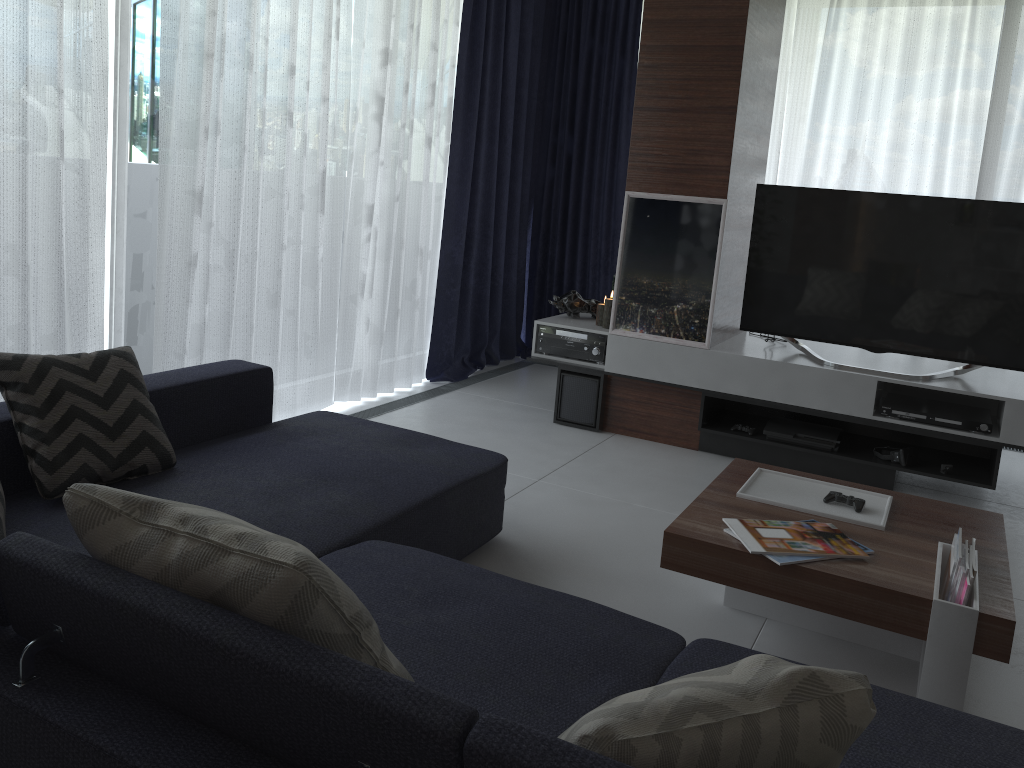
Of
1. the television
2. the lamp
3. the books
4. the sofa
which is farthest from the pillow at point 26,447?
the television

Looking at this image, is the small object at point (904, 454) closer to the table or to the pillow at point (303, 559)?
the table

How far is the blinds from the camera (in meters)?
2.99

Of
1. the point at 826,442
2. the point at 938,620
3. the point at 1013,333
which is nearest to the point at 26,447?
the point at 938,620

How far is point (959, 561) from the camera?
2.14m

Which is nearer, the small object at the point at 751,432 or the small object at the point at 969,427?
the small object at the point at 969,427

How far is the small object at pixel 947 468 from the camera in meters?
3.8

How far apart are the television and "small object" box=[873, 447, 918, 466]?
0.4 meters

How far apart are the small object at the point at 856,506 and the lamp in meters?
2.0 m

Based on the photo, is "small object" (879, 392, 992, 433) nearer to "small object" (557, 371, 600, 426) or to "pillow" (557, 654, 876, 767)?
"small object" (557, 371, 600, 426)
